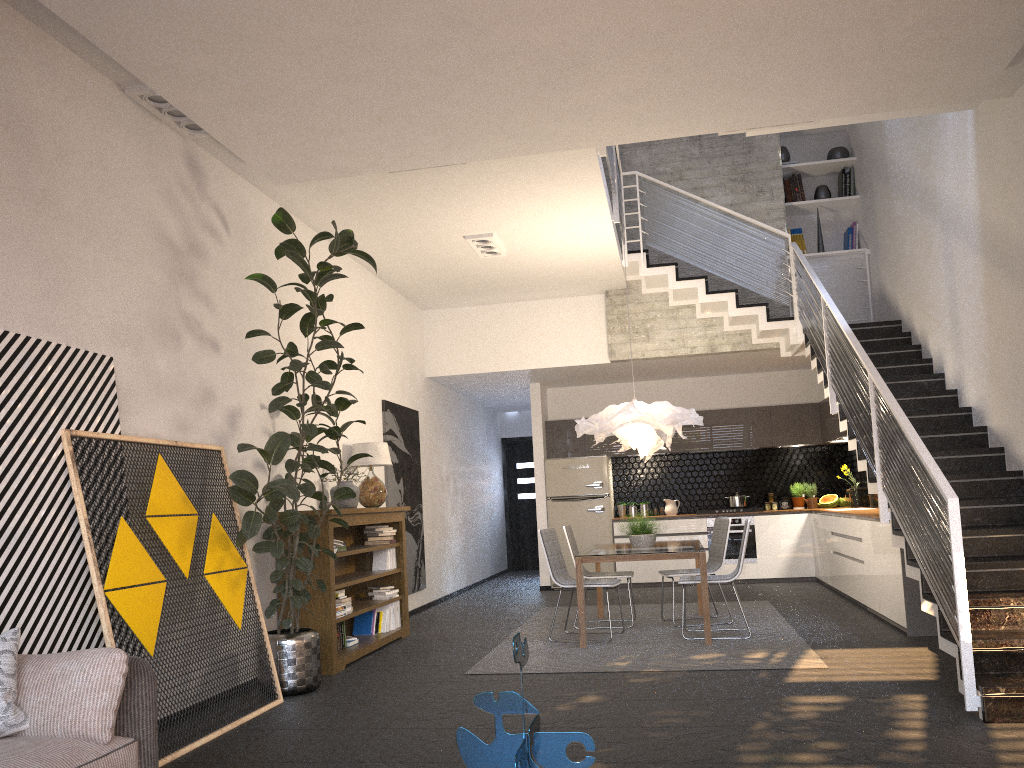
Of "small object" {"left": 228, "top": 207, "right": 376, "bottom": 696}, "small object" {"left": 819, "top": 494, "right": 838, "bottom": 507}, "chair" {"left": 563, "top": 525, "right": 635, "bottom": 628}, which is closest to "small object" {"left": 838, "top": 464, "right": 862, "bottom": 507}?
"small object" {"left": 819, "top": 494, "right": 838, "bottom": 507}

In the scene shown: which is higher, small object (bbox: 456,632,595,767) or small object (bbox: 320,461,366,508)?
small object (bbox: 320,461,366,508)

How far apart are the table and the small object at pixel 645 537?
0.1m

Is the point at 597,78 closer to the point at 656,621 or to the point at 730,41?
the point at 730,41

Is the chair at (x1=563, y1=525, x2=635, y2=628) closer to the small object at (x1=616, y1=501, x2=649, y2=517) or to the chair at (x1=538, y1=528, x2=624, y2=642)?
→ the chair at (x1=538, y1=528, x2=624, y2=642)

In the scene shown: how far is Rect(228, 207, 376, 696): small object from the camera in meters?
5.1 m

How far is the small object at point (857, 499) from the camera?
10.5 meters

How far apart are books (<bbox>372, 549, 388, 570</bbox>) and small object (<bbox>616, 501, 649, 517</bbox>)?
4.76m

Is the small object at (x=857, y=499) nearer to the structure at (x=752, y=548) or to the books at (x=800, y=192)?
the structure at (x=752, y=548)

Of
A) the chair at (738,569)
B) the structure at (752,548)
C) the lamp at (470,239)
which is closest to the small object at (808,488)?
the structure at (752,548)
